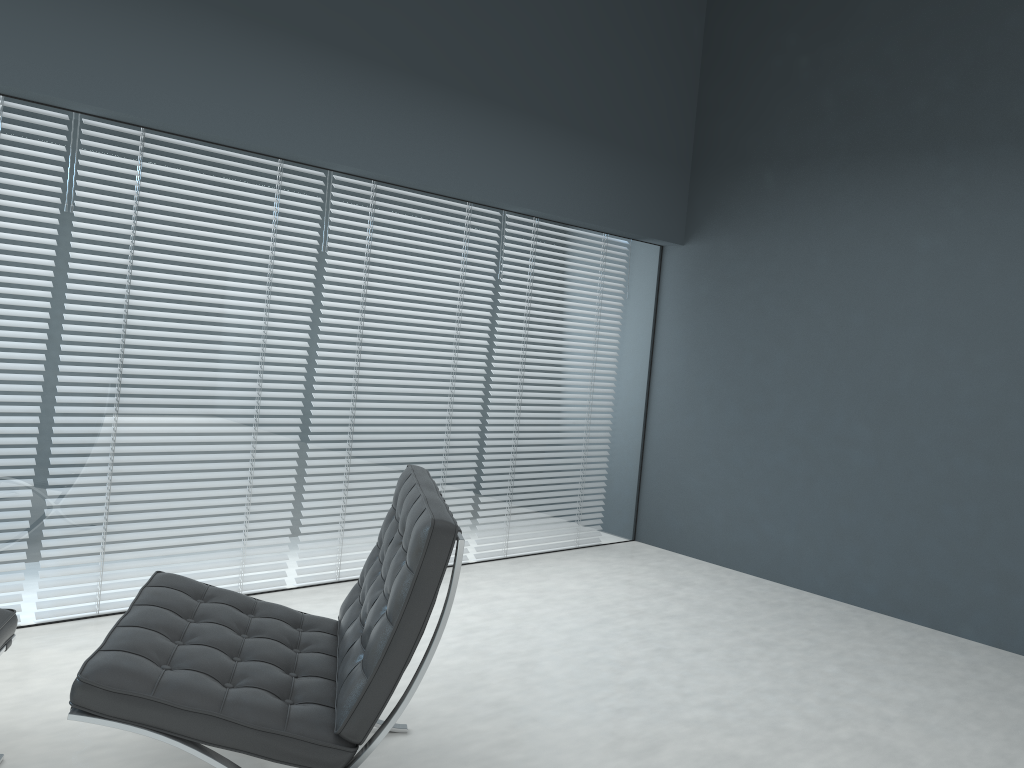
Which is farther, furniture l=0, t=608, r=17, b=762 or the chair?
furniture l=0, t=608, r=17, b=762

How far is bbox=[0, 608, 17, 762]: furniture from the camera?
2.03m

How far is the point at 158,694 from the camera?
1.7 meters

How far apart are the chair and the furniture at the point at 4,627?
0.3 meters

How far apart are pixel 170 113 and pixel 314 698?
2.0m

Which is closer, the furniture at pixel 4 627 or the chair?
the chair

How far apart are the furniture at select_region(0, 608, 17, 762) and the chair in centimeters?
28cm

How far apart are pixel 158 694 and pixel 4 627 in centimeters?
59cm

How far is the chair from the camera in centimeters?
170cm

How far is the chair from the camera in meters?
1.7 m
